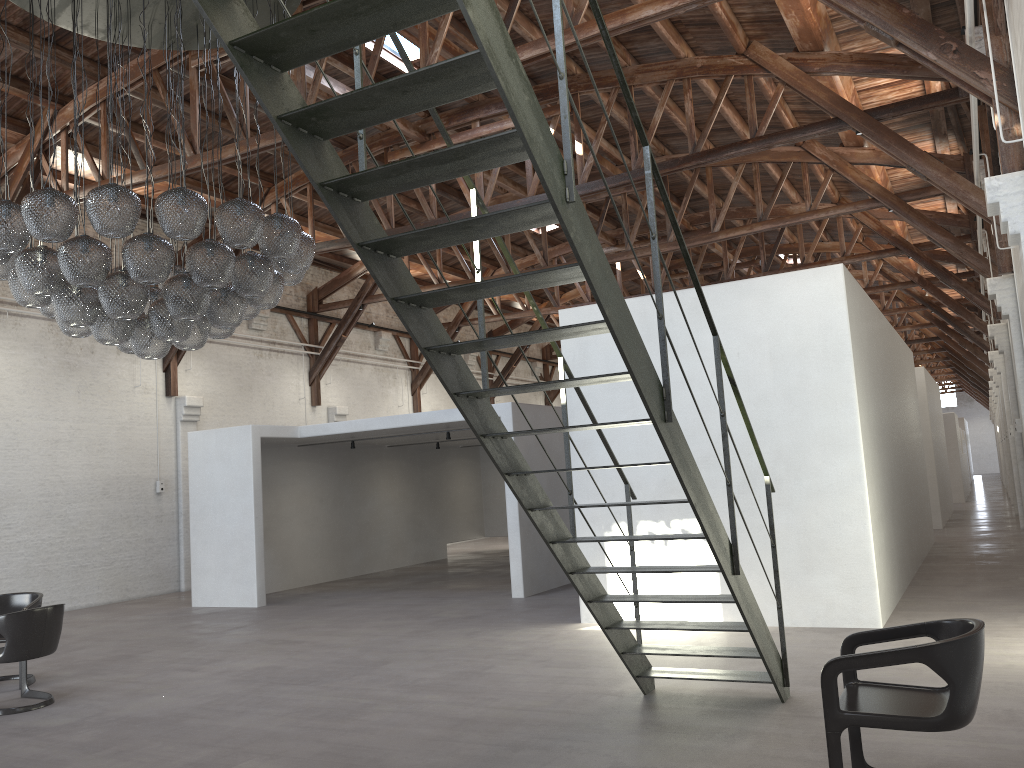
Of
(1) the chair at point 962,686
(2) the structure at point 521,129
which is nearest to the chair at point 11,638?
(2) the structure at point 521,129

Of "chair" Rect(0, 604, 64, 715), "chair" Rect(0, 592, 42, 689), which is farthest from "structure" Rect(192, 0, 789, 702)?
"chair" Rect(0, 592, 42, 689)

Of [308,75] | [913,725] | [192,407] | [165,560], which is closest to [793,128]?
[308,75]

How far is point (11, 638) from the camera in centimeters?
658cm

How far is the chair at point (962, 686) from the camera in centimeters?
348cm

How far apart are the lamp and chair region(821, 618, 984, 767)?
4.84m

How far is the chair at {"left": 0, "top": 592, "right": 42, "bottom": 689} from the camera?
7.8 meters

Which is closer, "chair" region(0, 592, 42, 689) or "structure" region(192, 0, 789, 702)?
"structure" region(192, 0, 789, 702)

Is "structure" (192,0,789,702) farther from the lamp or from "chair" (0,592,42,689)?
"chair" (0,592,42,689)

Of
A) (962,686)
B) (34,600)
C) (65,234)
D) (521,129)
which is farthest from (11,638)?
(962,686)
